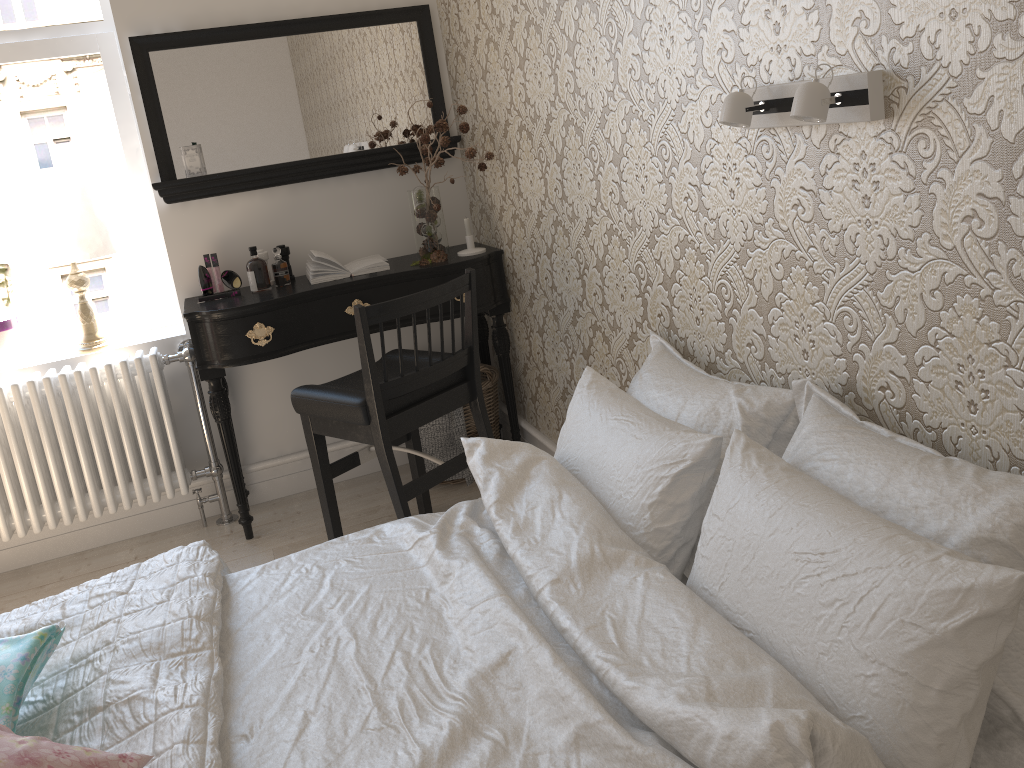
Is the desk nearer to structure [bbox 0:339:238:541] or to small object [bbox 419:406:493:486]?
structure [bbox 0:339:238:541]

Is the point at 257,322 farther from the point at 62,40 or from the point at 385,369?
the point at 62,40

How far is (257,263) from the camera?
3.0m

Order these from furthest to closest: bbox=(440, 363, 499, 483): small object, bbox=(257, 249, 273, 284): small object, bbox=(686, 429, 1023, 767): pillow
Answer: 1. bbox=(440, 363, 499, 483): small object
2. bbox=(257, 249, 273, 284): small object
3. bbox=(686, 429, 1023, 767): pillow

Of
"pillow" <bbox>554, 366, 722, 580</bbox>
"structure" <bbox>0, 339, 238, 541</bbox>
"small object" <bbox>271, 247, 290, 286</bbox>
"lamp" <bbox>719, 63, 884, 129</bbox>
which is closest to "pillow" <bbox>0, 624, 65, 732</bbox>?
"pillow" <bbox>554, 366, 722, 580</bbox>

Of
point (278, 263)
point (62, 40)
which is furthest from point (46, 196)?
point (278, 263)

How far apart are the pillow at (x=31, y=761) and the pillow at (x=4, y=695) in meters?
0.1 m

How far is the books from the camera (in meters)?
3.03

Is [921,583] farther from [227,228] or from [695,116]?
[227,228]

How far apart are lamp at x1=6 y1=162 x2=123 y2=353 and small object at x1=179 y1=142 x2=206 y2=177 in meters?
0.3
